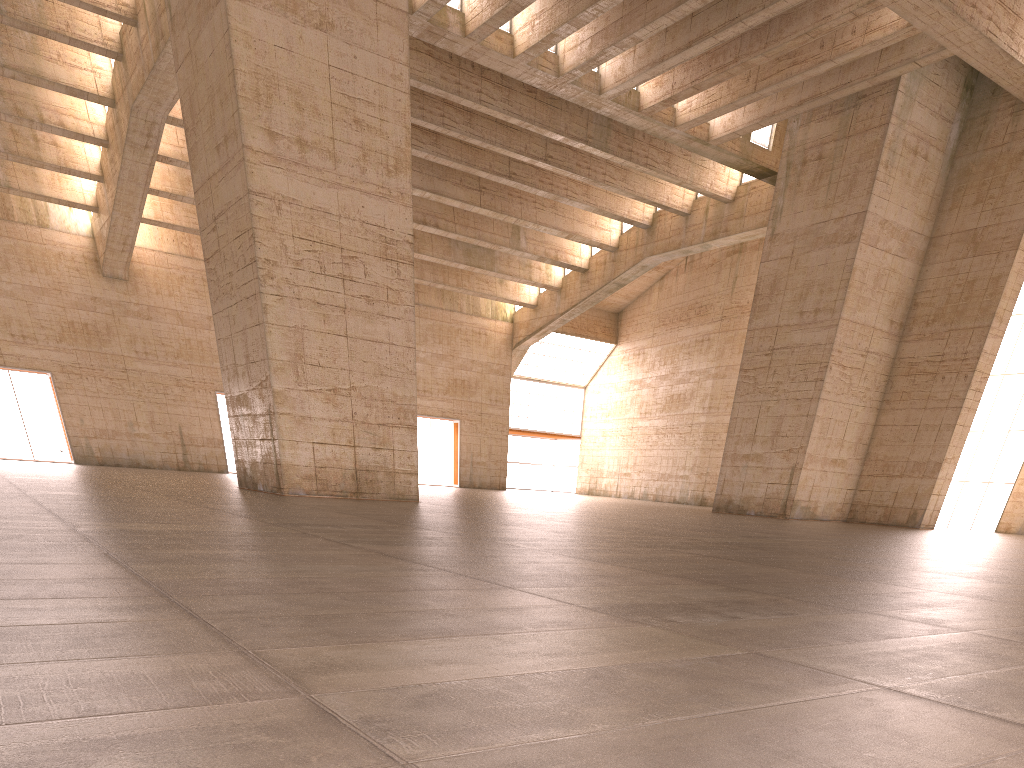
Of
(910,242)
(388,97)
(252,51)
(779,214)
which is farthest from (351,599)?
(910,242)
